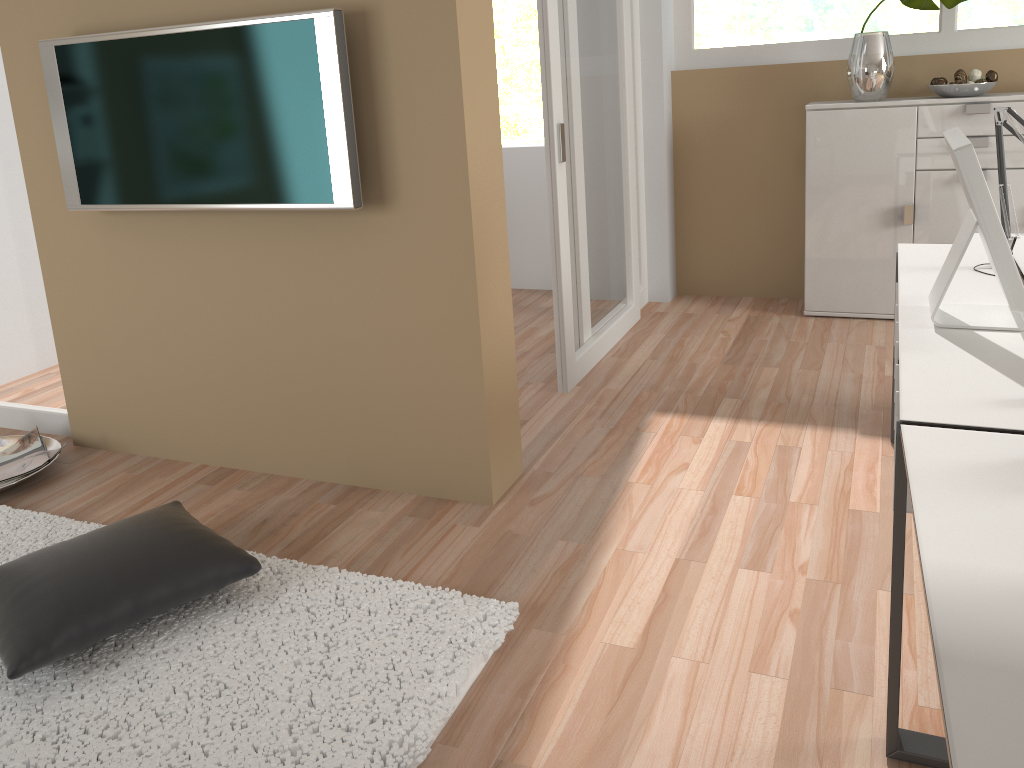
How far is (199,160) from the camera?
2.73m

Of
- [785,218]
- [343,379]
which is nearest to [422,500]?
[343,379]

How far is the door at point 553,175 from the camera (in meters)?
3.47

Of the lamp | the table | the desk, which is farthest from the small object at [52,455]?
the lamp

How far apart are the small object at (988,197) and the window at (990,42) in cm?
274

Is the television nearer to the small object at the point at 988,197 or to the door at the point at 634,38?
the small object at the point at 988,197

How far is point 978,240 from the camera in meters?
3.0 m

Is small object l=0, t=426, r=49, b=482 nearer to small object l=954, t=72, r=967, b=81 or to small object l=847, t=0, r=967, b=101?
small object l=847, t=0, r=967, b=101

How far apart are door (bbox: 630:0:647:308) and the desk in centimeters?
212cm

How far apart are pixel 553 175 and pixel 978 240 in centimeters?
154cm
